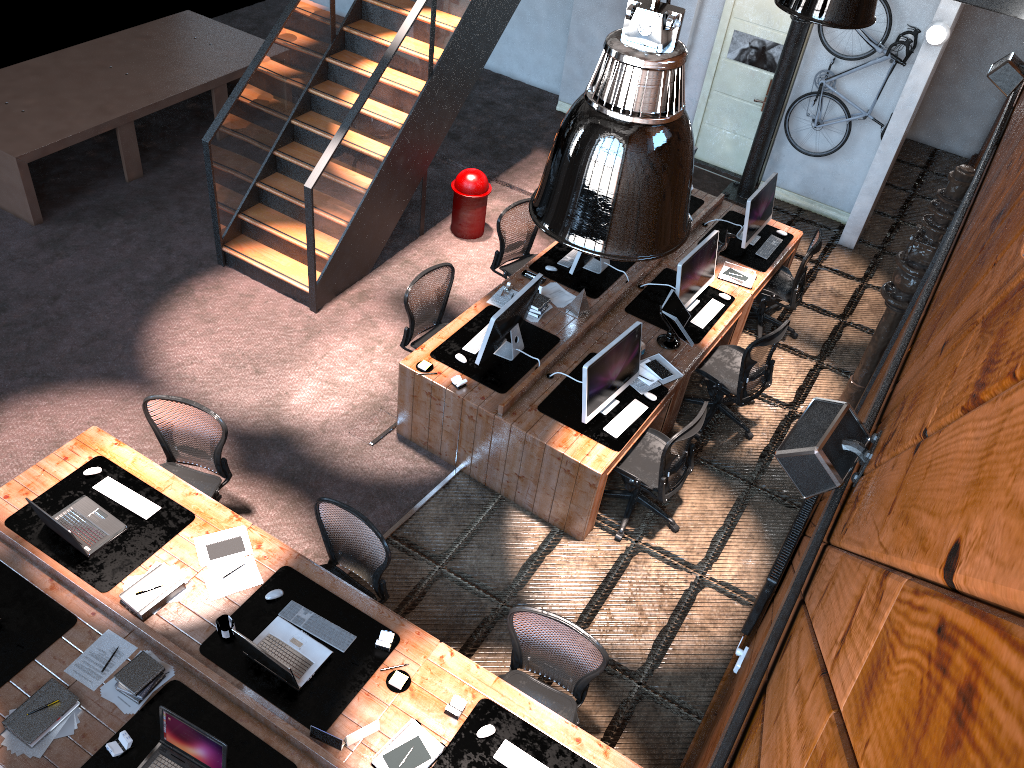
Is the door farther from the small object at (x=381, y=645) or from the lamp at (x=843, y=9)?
the small object at (x=381, y=645)

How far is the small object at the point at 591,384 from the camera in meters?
6.0

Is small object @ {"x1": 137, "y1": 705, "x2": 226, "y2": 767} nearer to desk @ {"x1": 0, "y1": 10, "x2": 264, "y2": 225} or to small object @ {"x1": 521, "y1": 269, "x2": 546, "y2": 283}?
small object @ {"x1": 521, "y1": 269, "x2": 546, "y2": 283}

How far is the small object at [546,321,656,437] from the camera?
6.0 meters

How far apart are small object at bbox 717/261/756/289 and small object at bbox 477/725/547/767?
4.74m

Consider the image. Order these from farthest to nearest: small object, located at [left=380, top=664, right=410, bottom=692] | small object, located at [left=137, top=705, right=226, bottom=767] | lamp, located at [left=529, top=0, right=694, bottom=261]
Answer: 1. small object, located at [left=380, top=664, right=410, bottom=692]
2. small object, located at [left=137, top=705, right=226, bottom=767]
3. lamp, located at [left=529, top=0, right=694, bottom=261]

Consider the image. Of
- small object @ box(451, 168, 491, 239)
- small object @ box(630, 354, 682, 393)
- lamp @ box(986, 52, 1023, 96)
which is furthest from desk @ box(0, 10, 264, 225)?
lamp @ box(986, 52, 1023, 96)

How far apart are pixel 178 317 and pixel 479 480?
3.2 meters

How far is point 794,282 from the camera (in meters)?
8.07

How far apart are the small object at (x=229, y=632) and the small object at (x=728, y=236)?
5.29m
